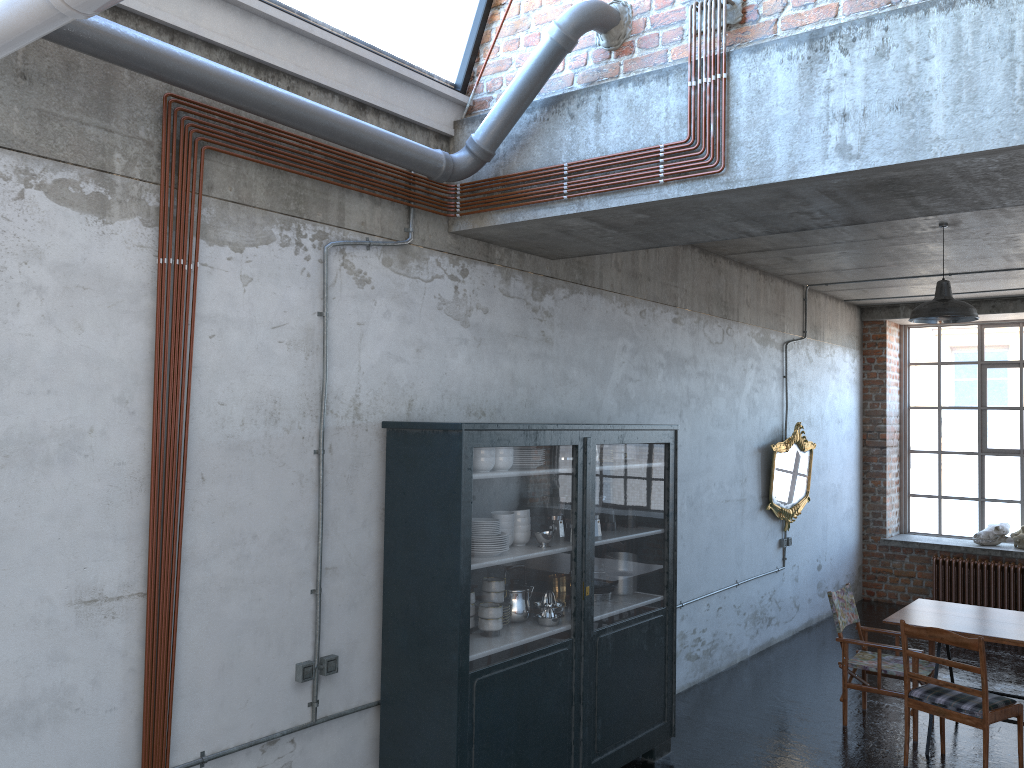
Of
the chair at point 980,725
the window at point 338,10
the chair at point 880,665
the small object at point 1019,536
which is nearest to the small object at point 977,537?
the small object at point 1019,536

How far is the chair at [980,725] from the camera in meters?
5.6

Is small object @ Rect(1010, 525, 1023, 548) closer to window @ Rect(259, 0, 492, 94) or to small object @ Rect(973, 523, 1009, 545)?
small object @ Rect(973, 523, 1009, 545)

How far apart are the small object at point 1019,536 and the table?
4.6m

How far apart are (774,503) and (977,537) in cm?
362

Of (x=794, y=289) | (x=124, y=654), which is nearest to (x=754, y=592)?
(x=794, y=289)

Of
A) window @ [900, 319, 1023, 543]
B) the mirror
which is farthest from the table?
window @ [900, 319, 1023, 543]

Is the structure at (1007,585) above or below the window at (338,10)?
below

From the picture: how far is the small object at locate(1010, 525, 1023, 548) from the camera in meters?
10.8

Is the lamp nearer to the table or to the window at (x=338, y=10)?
the table
